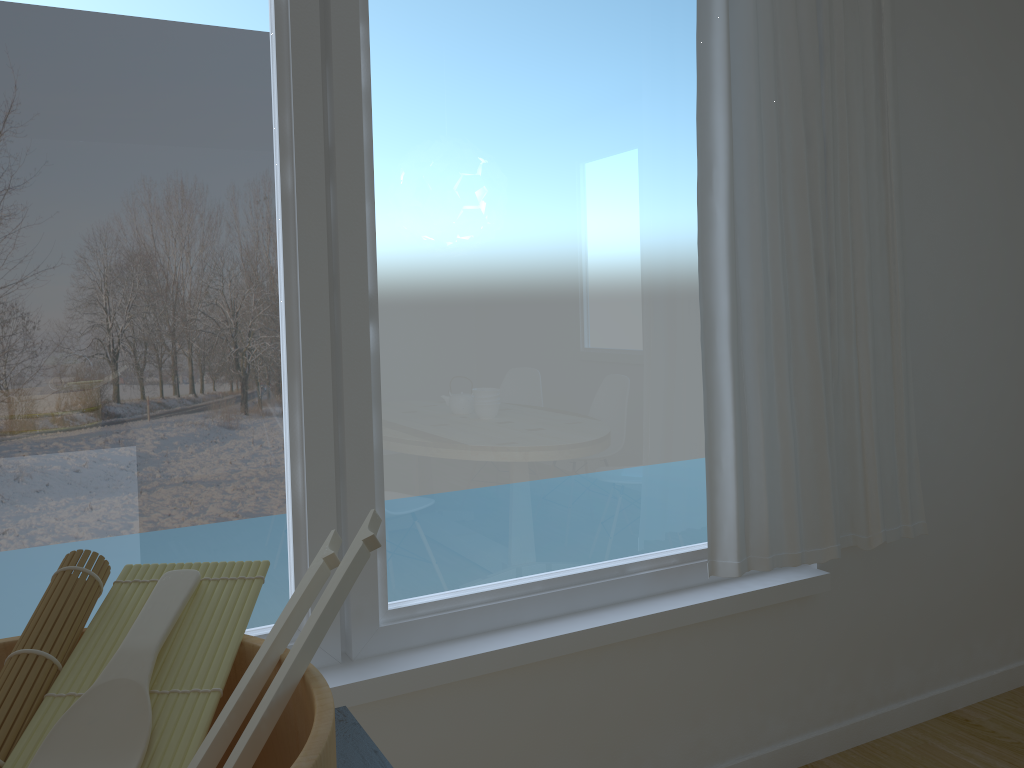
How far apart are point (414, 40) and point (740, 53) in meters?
0.9 m

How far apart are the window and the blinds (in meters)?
0.11

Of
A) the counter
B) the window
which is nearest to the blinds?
the window

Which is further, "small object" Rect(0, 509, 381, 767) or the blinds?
the blinds

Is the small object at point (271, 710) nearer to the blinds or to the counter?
the counter

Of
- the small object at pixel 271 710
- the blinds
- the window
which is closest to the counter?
the small object at pixel 271 710

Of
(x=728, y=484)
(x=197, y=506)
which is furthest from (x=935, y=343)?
(x=197, y=506)

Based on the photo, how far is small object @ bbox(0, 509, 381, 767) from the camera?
0.5m

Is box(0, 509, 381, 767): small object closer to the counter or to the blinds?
the counter

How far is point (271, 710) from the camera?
0.5 meters
